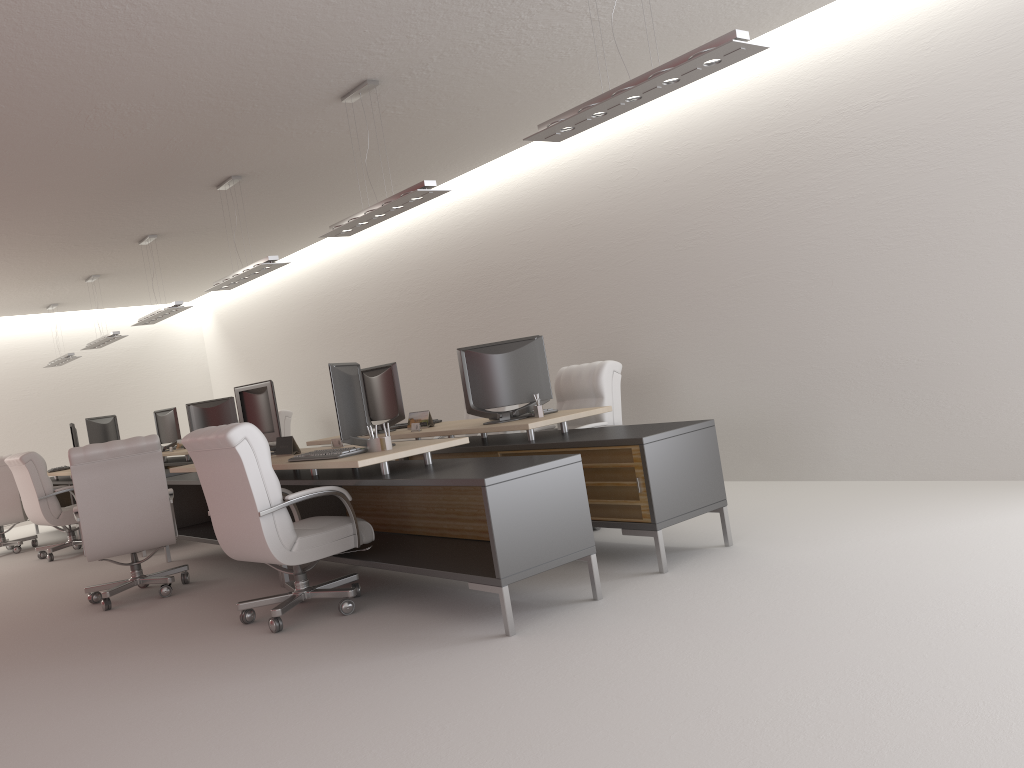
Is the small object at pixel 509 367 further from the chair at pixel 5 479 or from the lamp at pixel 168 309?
the chair at pixel 5 479

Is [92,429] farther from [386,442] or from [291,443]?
[386,442]

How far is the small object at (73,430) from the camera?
15.1m

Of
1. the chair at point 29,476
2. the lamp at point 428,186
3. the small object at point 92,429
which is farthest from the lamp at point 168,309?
the lamp at point 428,186

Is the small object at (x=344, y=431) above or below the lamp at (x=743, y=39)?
below

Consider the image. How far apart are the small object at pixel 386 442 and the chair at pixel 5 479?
10.1m

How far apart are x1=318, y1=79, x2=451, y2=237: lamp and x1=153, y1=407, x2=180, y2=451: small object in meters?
8.7

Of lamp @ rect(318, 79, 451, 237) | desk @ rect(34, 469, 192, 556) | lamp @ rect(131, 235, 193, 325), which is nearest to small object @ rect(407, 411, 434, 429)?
lamp @ rect(318, 79, 451, 237)

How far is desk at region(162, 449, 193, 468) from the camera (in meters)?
14.86

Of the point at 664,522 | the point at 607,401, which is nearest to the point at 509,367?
the point at 607,401
